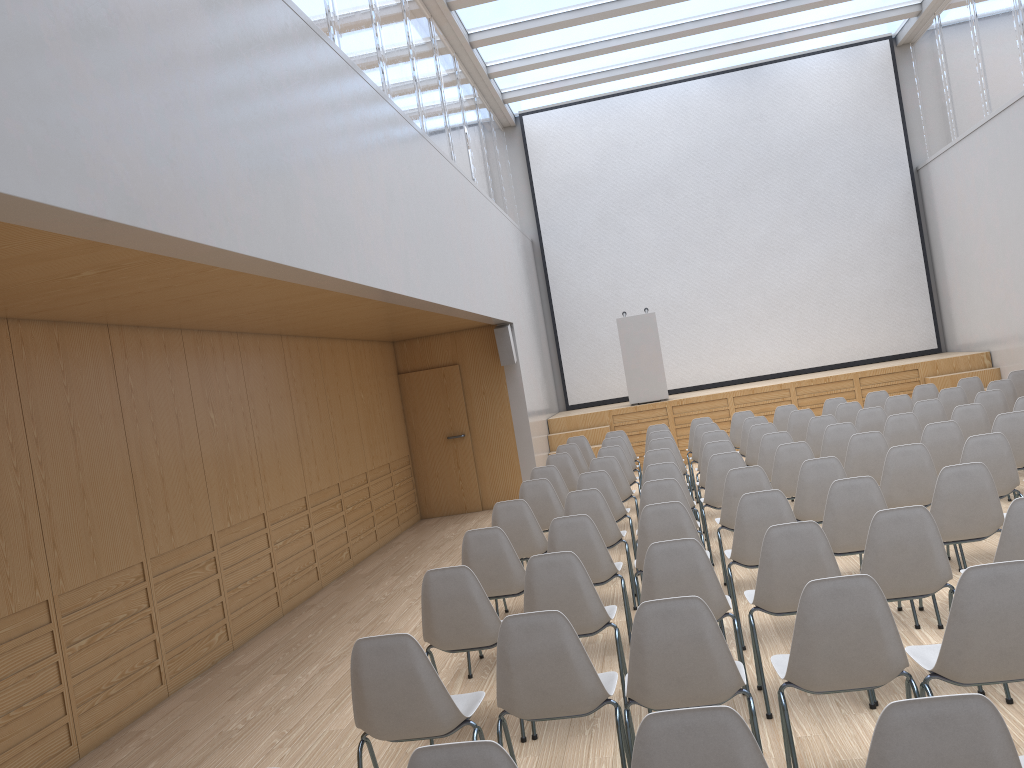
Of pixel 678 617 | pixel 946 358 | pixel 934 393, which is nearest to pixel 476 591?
pixel 678 617

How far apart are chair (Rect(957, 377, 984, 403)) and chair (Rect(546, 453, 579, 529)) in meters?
4.9 m

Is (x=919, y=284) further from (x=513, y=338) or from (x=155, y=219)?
(x=155, y=219)

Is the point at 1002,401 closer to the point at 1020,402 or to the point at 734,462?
the point at 1020,402

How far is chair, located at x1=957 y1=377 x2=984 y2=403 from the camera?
10.37m

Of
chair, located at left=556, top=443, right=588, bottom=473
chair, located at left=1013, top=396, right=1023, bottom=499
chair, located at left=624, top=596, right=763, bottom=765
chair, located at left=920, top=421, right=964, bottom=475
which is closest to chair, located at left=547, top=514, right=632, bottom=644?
chair, located at left=624, top=596, right=763, bottom=765

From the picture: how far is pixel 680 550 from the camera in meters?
4.0 m

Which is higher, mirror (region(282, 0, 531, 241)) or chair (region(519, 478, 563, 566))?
mirror (region(282, 0, 531, 241))

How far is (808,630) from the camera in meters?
3.0

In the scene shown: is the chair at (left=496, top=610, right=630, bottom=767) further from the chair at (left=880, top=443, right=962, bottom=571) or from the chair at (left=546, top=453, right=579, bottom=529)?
the chair at (left=546, top=453, right=579, bottom=529)
